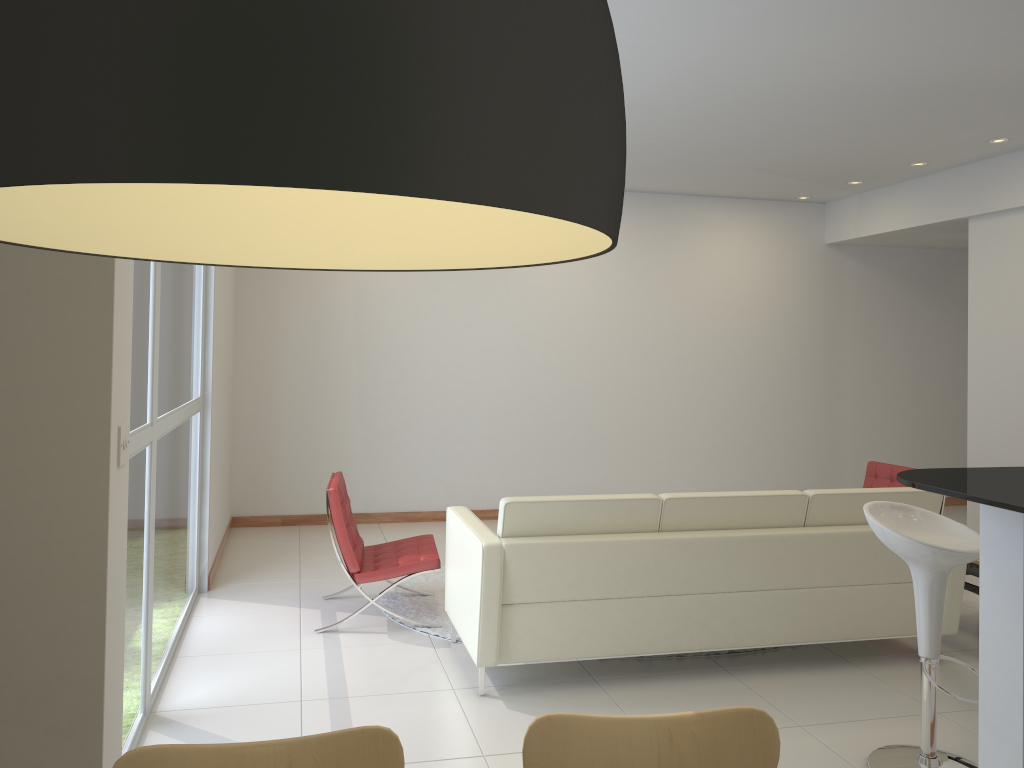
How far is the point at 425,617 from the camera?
5.34m

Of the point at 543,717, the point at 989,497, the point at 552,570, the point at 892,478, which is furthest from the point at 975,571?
the point at 543,717

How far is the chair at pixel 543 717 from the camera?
1.76m

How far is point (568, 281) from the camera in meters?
8.5

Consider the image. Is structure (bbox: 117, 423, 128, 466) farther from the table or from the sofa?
the table

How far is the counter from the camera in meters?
2.5 m

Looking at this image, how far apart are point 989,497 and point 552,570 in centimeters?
205cm

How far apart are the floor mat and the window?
1.2 meters

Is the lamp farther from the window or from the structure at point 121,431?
the window

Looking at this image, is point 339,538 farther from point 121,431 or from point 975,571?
point 975,571
